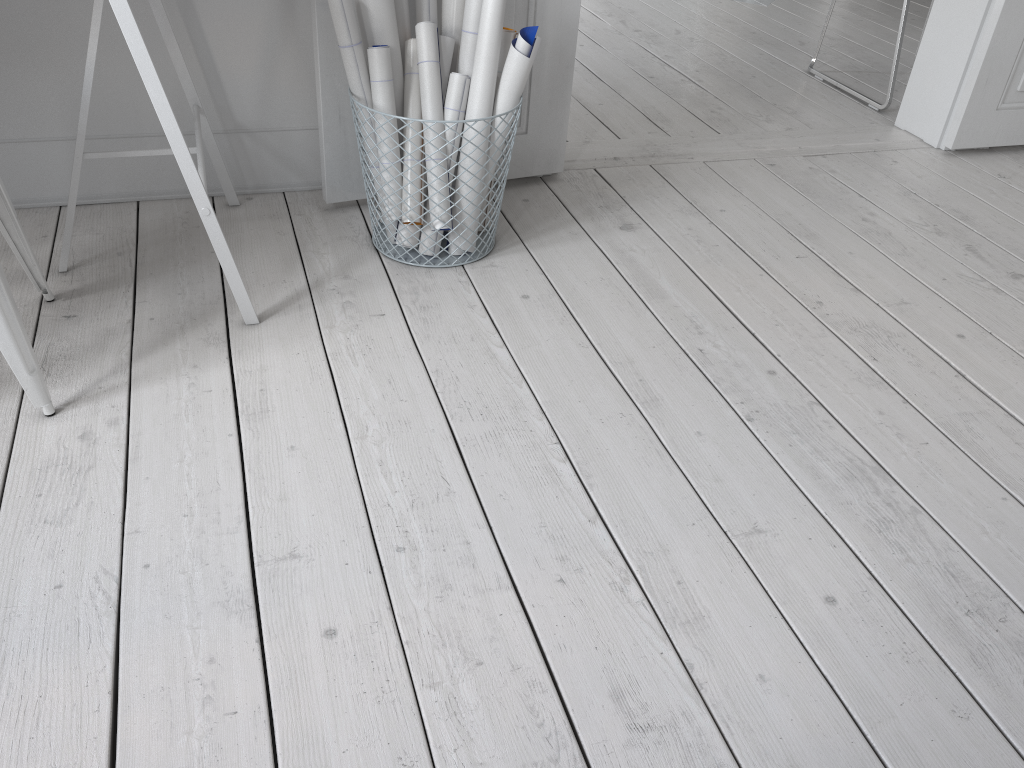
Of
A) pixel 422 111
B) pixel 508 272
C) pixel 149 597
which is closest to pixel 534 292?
pixel 508 272

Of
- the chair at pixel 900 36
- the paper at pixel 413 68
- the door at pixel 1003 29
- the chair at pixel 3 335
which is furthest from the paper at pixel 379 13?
the chair at pixel 900 36

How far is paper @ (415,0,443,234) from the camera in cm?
193

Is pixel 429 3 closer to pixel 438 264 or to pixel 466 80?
pixel 466 80

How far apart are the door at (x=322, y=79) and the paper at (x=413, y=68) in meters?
0.1 m

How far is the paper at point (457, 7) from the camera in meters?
1.9 m

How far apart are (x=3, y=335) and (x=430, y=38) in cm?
102

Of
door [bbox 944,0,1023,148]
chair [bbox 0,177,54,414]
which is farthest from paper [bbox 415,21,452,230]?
door [bbox 944,0,1023,148]

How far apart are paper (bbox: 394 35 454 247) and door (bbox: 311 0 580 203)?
0.2 meters

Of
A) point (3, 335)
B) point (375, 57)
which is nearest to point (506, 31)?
point (375, 57)
